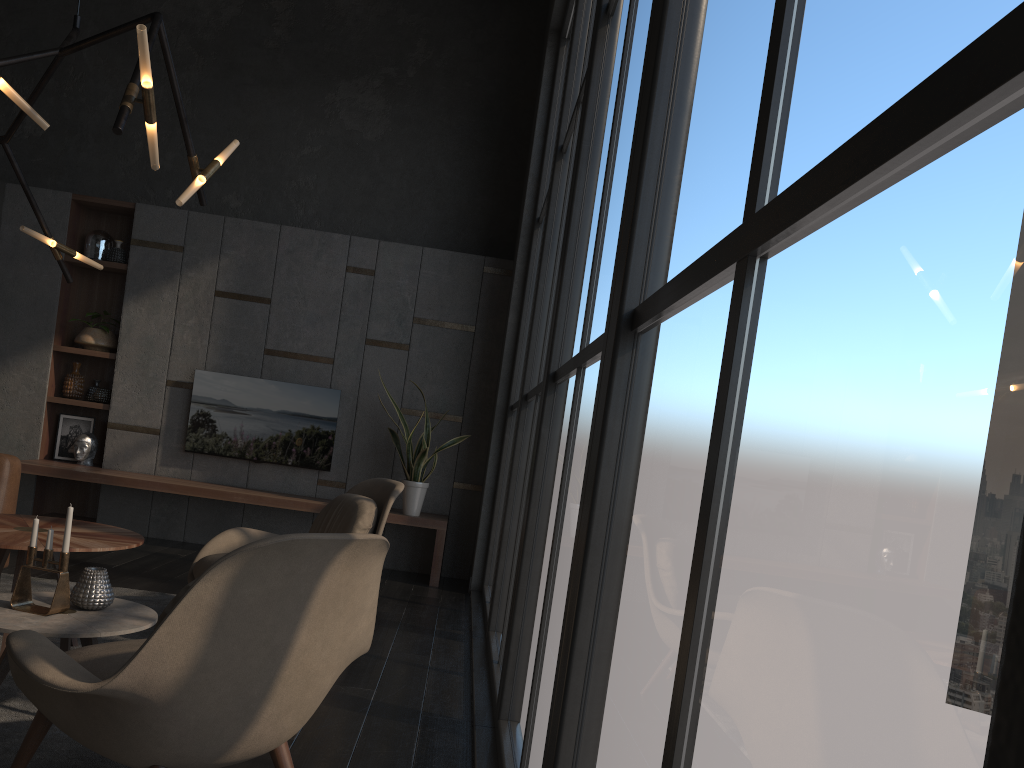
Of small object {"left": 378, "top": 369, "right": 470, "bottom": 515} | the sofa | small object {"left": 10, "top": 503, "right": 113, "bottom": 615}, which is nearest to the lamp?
the sofa

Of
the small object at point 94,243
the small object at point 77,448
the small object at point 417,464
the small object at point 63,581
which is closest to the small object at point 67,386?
the small object at point 77,448

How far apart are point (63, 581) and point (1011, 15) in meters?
2.8 m

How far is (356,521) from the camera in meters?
4.0

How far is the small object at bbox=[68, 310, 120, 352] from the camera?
6.78m

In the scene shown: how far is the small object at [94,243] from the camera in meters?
6.9

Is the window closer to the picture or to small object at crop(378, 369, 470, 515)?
small object at crop(378, 369, 470, 515)

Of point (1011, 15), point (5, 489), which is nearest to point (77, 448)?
point (5, 489)

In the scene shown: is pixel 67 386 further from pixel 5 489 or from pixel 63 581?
pixel 63 581

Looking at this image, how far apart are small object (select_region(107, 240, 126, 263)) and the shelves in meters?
0.1
